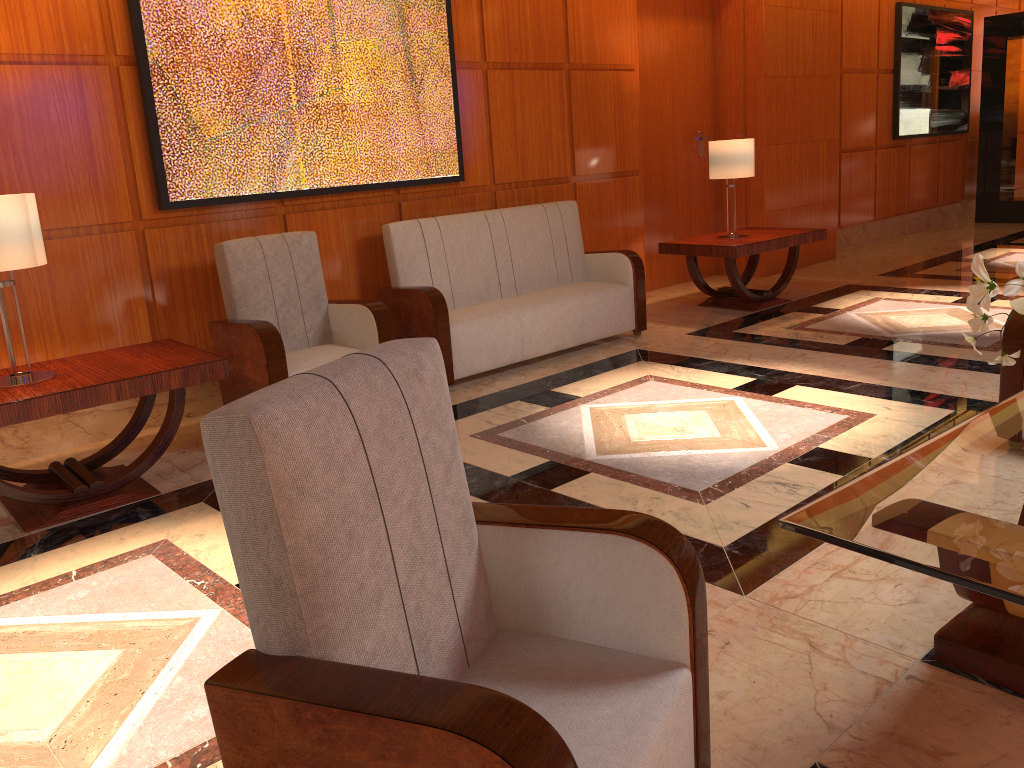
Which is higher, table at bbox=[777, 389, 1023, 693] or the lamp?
the lamp

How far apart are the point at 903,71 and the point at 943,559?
9.5 meters

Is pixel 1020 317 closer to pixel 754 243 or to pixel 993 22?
pixel 754 243

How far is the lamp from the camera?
6.5 meters

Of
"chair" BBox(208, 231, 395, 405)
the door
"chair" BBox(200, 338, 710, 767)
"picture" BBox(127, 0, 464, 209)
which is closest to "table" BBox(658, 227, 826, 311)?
the door

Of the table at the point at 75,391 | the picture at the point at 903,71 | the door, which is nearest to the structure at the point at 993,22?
the picture at the point at 903,71

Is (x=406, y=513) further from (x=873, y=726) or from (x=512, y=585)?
(x=873, y=726)

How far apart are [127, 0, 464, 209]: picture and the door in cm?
244

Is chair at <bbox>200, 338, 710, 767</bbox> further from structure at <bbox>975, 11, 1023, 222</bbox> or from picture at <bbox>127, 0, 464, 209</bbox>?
structure at <bbox>975, 11, 1023, 222</bbox>

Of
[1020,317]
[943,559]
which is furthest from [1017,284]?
[1020,317]
